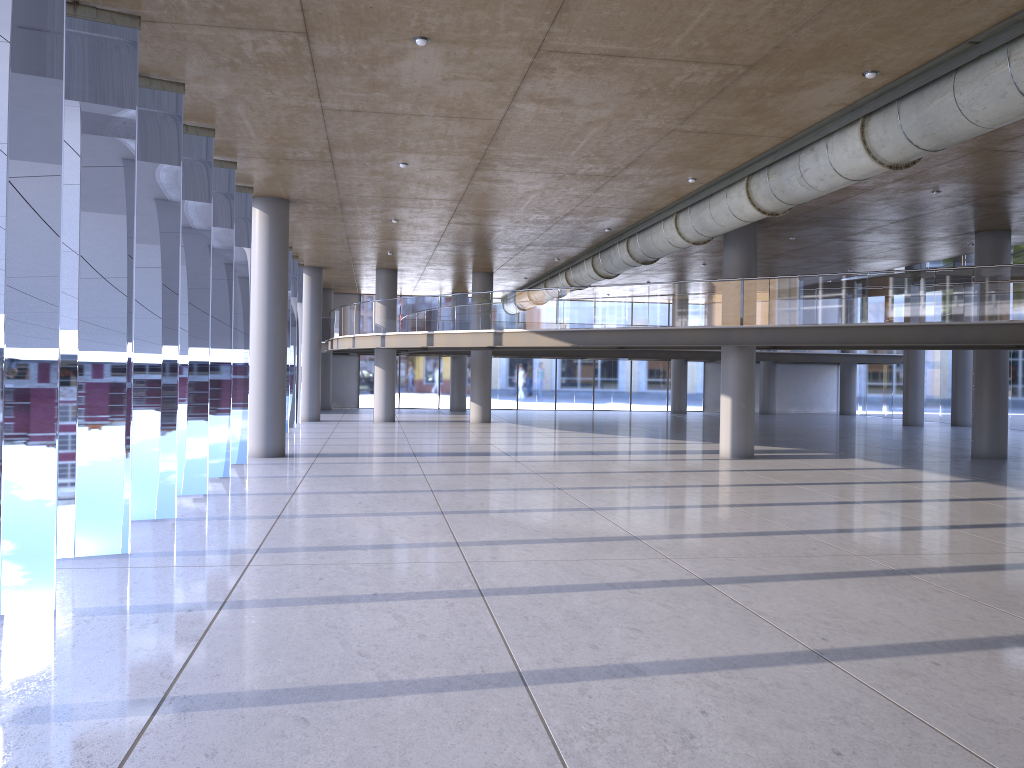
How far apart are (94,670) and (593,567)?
4.76m

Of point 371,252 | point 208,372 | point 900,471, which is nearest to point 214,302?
point 208,372
